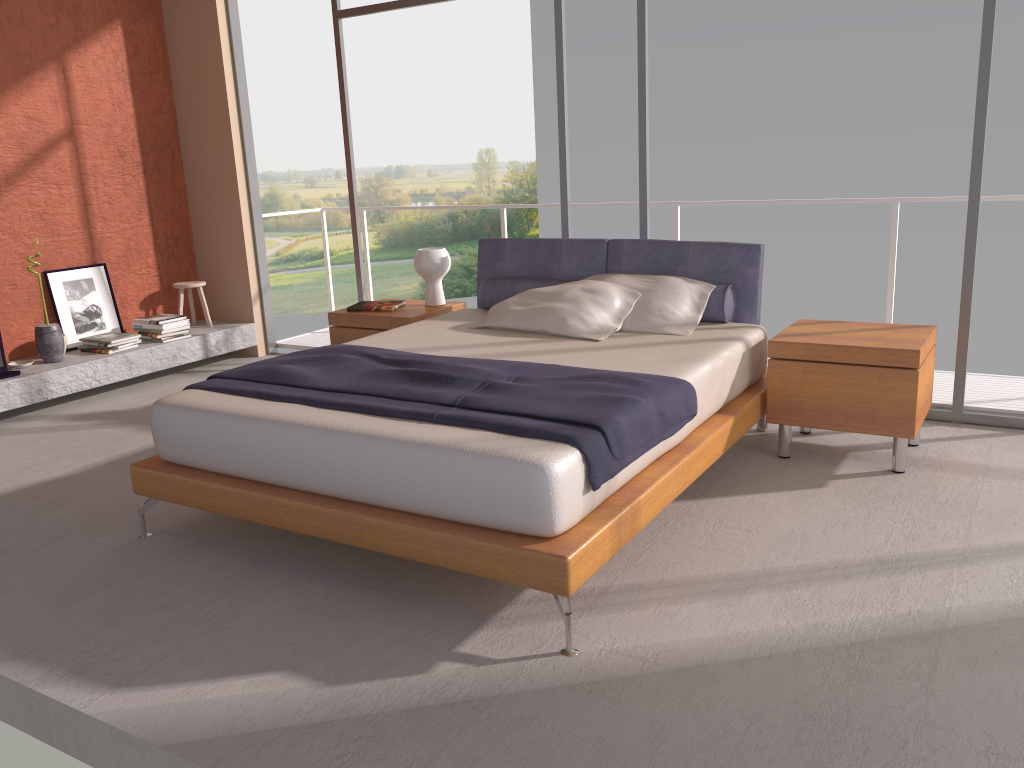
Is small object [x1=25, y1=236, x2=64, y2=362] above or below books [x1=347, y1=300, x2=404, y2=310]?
below

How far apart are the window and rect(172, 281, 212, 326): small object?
1.3 meters

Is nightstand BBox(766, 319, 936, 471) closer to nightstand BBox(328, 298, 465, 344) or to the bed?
the bed

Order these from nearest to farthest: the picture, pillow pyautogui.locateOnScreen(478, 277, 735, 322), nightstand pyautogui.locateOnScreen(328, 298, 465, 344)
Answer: pillow pyautogui.locateOnScreen(478, 277, 735, 322)
nightstand pyautogui.locateOnScreen(328, 298, 465, 344)
the picture

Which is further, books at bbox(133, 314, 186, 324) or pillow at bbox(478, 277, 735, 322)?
books at bbox(133, 314, 186, 324)

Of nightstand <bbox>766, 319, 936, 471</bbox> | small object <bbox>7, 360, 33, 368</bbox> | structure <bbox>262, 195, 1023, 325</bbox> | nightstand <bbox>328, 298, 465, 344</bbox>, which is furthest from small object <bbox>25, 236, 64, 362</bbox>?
nightstand <bbox>766, 319, 936, 471</bbox>

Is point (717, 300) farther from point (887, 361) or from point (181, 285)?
point (181, 285)

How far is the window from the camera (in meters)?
4.11

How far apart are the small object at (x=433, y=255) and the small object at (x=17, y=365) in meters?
2.6

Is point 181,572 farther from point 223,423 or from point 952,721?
point 952,721
